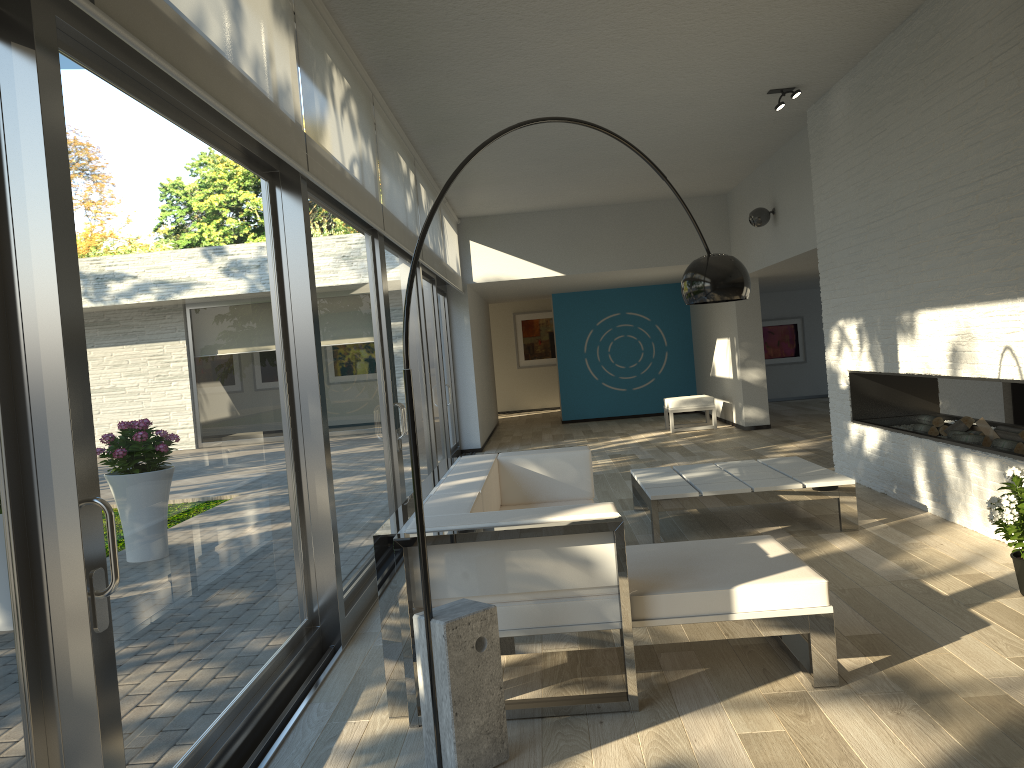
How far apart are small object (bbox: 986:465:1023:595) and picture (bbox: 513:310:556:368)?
14.9m

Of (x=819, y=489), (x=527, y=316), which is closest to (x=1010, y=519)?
(x=819, y=489)

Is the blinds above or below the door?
above

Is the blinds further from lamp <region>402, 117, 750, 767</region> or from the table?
the table

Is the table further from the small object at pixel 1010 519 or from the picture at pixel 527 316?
the picture at pixel 527 316

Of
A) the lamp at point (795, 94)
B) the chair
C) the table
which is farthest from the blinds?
the chair

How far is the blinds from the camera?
2.5 meters

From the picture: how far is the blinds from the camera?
2.5m

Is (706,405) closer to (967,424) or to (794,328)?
(794,328)

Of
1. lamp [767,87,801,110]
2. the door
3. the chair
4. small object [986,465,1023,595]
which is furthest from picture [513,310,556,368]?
small object [986,465,1023,595]
